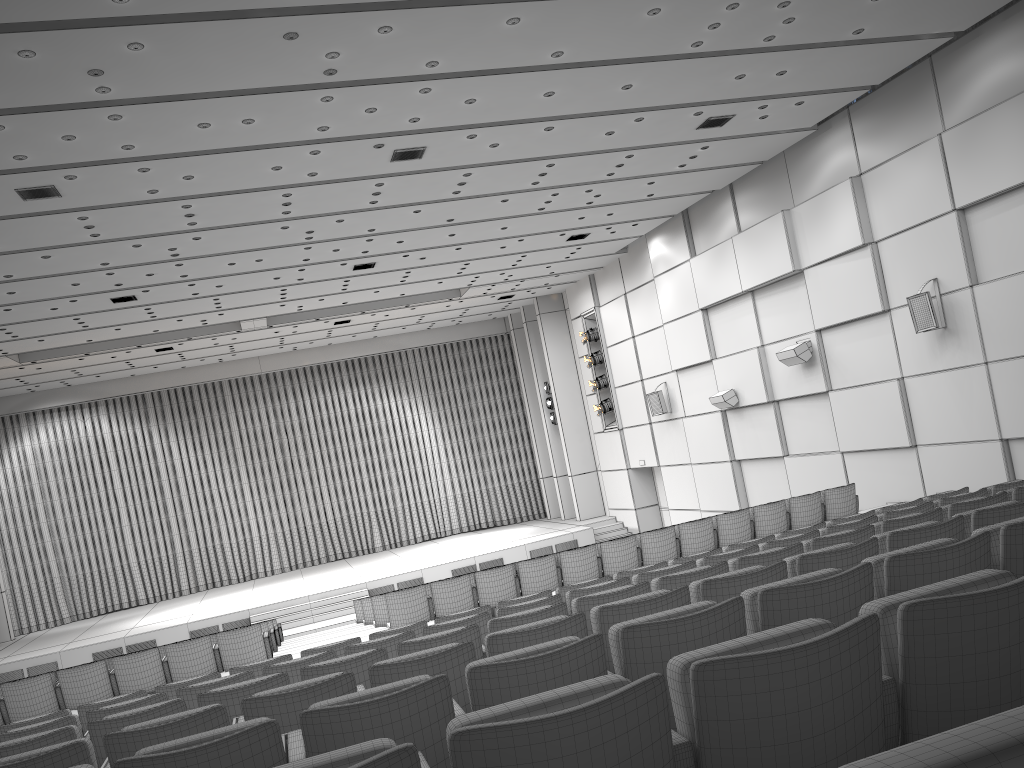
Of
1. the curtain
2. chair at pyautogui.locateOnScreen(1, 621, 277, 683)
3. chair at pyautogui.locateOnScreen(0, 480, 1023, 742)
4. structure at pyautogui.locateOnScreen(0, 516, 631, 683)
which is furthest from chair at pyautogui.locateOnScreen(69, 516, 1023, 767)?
the curtain

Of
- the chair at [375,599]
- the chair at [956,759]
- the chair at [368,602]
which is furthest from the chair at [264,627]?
the chair at [956,759]

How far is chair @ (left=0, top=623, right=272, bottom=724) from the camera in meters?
9.2 m

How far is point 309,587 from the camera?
22.3m

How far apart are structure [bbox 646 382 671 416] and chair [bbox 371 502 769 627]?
10.1m

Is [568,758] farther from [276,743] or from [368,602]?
[368,602]

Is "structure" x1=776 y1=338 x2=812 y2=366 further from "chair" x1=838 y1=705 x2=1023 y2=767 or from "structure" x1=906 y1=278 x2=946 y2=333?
"chair" x1=838 y1=705 x2=1023 y2=767

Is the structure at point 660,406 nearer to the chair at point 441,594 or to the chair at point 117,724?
the chair at point 441,594

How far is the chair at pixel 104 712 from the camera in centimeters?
549cm

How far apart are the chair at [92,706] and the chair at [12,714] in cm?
315
